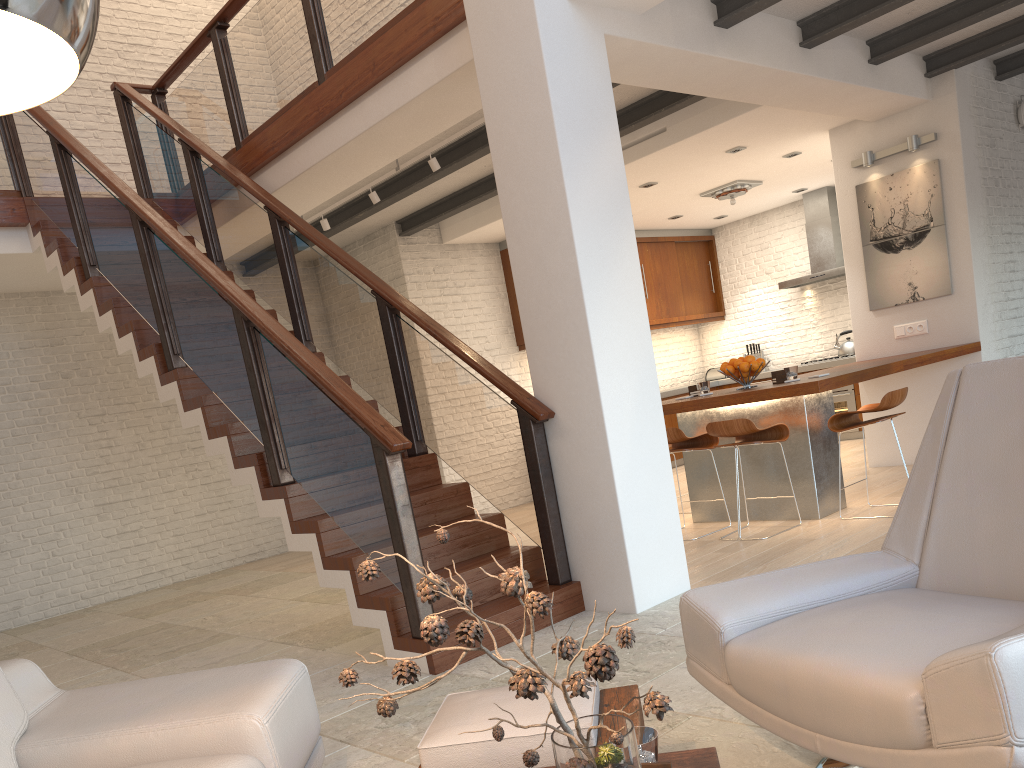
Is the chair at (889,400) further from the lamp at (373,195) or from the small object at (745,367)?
the lamp at (373,195)

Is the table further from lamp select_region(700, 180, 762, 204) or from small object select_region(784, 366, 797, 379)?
lamp select_region(700, 180, 762, 204)

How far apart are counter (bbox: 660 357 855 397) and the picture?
2.62m

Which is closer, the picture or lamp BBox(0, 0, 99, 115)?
lamp BBox(0, 0, 99, 115)

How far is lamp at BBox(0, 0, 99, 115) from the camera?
0.76m

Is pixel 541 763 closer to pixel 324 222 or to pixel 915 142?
pixel 324 222

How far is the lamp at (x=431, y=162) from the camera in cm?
623

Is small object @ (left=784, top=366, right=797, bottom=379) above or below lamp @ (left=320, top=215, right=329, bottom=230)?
below

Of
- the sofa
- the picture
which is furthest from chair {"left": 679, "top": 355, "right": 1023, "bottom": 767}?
the picture

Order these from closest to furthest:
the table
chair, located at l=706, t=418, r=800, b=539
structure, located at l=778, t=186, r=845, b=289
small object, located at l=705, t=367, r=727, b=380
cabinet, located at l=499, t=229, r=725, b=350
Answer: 1. the table
2. chair, located at l=706, t=418, r=800, b=539
3. structure, located at l=778, t=186, r=845, b=289
4. cabinet, located at l=499, t=229, r=725, b=350
5. small object, located at l=705, t=367, r=727, b=380
